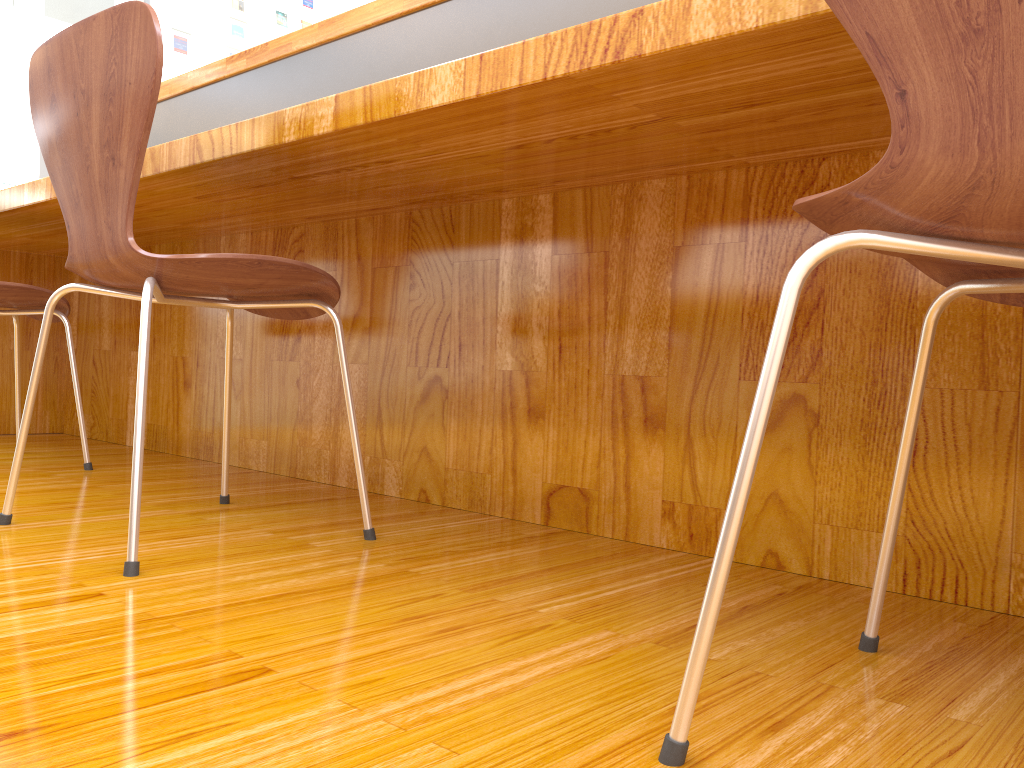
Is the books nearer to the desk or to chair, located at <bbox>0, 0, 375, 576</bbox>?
the desk

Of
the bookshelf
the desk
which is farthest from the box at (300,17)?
the desk

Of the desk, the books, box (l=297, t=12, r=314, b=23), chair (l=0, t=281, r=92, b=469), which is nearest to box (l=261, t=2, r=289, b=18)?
box (l=297, t=12, r=314, b=23)

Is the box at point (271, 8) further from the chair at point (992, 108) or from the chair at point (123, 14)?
the chair at point (992, 108)

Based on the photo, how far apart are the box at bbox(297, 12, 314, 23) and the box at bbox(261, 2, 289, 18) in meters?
0.2 m

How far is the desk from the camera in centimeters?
100cm

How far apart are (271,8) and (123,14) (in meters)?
10.18

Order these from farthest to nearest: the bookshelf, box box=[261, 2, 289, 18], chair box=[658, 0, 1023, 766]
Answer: the bookshelf
box box=[261, 2, 289, 18]
chair box=[658, 0, 1023, 766]

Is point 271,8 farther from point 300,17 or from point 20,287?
point 20,287

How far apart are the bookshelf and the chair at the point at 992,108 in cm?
1079
